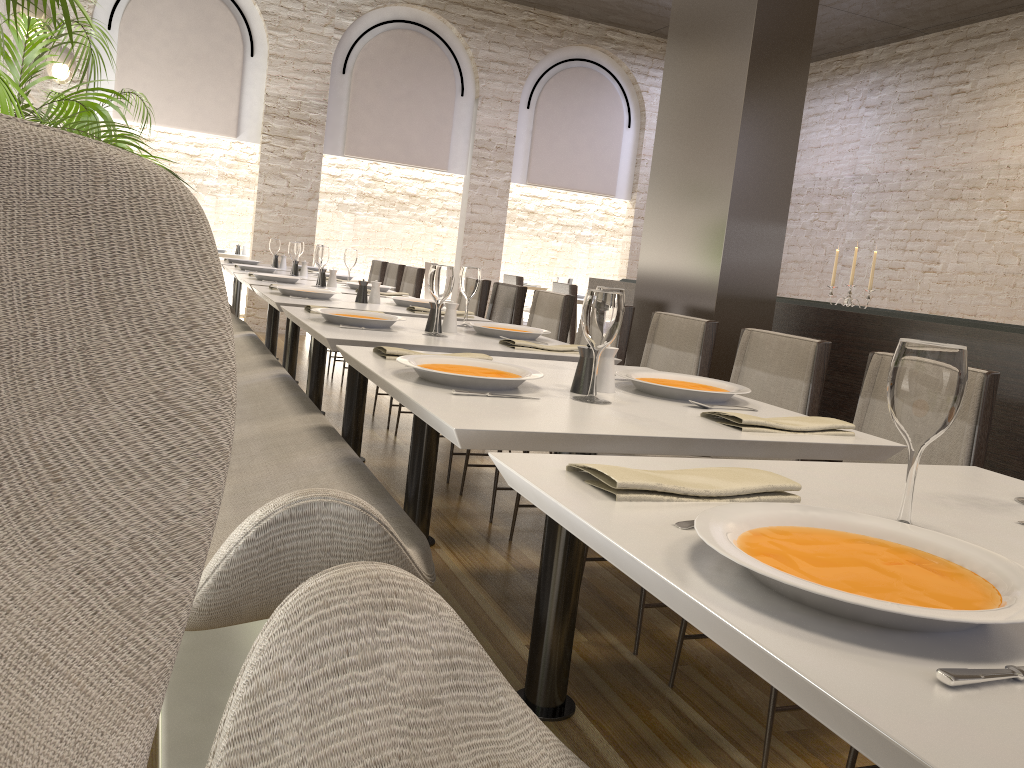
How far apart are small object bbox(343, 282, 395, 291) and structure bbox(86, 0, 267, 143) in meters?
4.6 m

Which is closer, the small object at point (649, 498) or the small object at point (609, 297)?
the small object at point (649, 498)

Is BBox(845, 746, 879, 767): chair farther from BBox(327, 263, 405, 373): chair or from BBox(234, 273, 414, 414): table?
BBox(327, 263, 405, 373): chair

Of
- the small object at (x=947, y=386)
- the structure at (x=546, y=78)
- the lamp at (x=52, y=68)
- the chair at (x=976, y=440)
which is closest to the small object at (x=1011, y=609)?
the small object at (x=947, y=386)

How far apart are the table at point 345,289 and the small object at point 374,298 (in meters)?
0.83

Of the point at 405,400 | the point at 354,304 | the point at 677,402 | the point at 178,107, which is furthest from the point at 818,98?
the point at 405,400

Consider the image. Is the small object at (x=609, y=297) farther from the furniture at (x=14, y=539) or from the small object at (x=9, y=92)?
the small object at (x=9, y=92)

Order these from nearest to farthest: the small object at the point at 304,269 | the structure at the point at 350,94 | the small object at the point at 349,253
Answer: the small object at the point at 349,253 < the small object at the point at 304,269 < the structure at the point at 350,94

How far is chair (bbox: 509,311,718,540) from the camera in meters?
3.1

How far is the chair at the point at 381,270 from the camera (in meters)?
7.50
